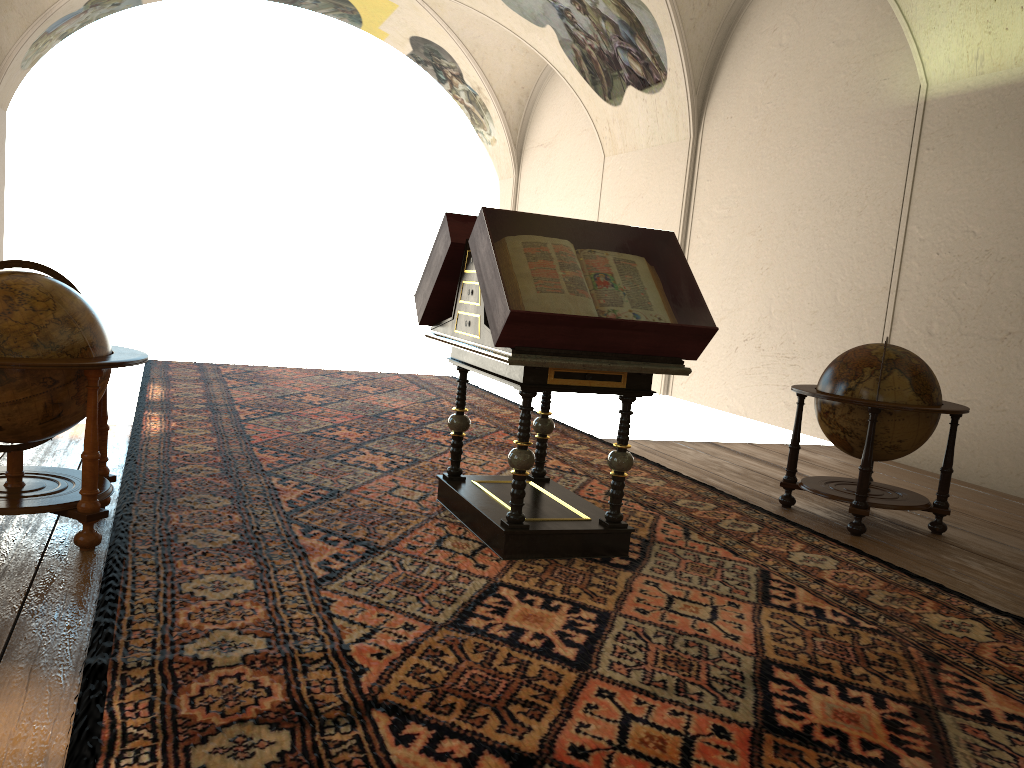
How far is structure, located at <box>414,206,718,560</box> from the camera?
4.7m

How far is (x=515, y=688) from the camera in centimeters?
339cm

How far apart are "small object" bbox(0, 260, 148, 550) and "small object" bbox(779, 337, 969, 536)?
4.58m

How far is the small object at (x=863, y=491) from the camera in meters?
6.4 m

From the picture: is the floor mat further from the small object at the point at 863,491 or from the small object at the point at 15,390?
the small object at the point at 863,491

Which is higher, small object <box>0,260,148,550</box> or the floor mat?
small object <box>0,260,148,550</box>

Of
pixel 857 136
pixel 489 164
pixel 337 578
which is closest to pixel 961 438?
pixel 857 136

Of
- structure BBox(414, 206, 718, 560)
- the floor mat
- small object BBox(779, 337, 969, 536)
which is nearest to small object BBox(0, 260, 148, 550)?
the floor mat

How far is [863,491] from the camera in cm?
636

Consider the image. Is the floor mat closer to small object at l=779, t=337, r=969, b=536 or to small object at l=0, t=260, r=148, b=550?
small object at l=0, t=260, r=148, b=550
